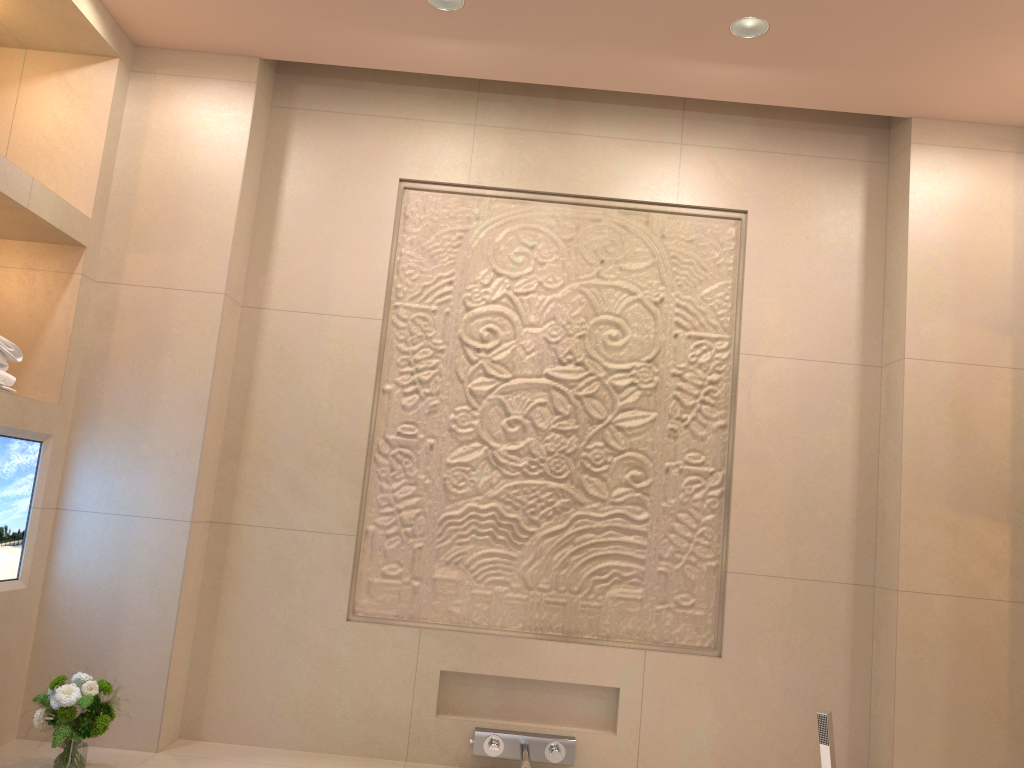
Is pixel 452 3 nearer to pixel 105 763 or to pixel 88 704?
pixel 88 704

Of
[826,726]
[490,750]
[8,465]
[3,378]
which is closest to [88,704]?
[8,465]

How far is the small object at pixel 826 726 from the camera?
2.3 meters

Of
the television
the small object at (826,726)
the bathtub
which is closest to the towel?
the television

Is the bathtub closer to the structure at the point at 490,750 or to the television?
the structure at the point at 490,750

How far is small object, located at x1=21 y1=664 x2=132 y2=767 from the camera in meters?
2.0

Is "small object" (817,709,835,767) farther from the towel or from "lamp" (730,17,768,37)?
the towel

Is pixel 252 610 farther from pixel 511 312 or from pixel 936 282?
pixel 936 282

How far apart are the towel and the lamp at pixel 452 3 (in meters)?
1.35

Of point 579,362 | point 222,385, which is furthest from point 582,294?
point 222,385
